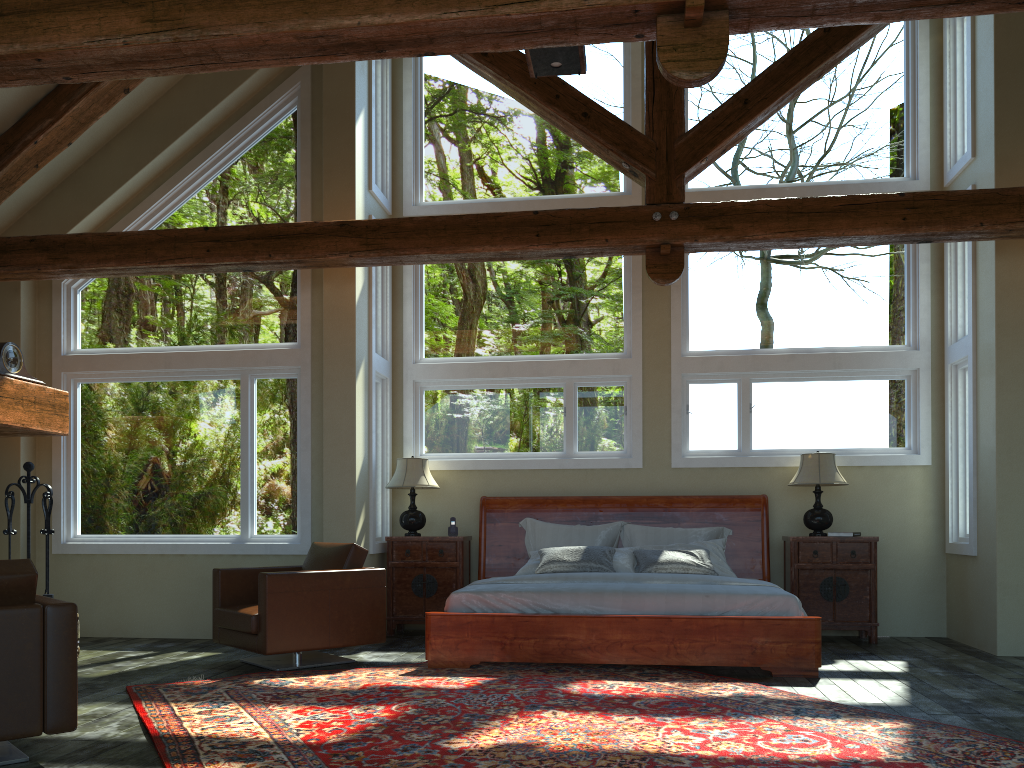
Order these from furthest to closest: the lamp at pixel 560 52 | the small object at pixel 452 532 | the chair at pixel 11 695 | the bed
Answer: the small object at pixel 452 532
the bed
the lamp at pixel 560 52
the chair at pixel 11 695

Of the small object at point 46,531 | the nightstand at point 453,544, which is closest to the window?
the nightstand at point 453,544

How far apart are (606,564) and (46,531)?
4.7m

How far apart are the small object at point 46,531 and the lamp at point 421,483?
2.87m

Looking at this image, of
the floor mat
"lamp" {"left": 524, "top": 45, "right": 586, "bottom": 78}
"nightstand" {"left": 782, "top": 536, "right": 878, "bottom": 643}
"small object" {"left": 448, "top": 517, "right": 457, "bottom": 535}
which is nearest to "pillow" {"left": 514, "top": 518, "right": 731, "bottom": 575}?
"nightstand" {"left": 782, "top": 536, "right": 878, "bottom": 643}

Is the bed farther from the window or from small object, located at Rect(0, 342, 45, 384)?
small object, located at Rect(0, 342, 45, 384)

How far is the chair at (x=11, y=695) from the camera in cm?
367

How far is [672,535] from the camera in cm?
791

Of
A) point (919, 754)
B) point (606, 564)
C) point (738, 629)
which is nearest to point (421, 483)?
point (606, 564)

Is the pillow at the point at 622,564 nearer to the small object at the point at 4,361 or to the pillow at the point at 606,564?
the pillow at the point at 606,564
